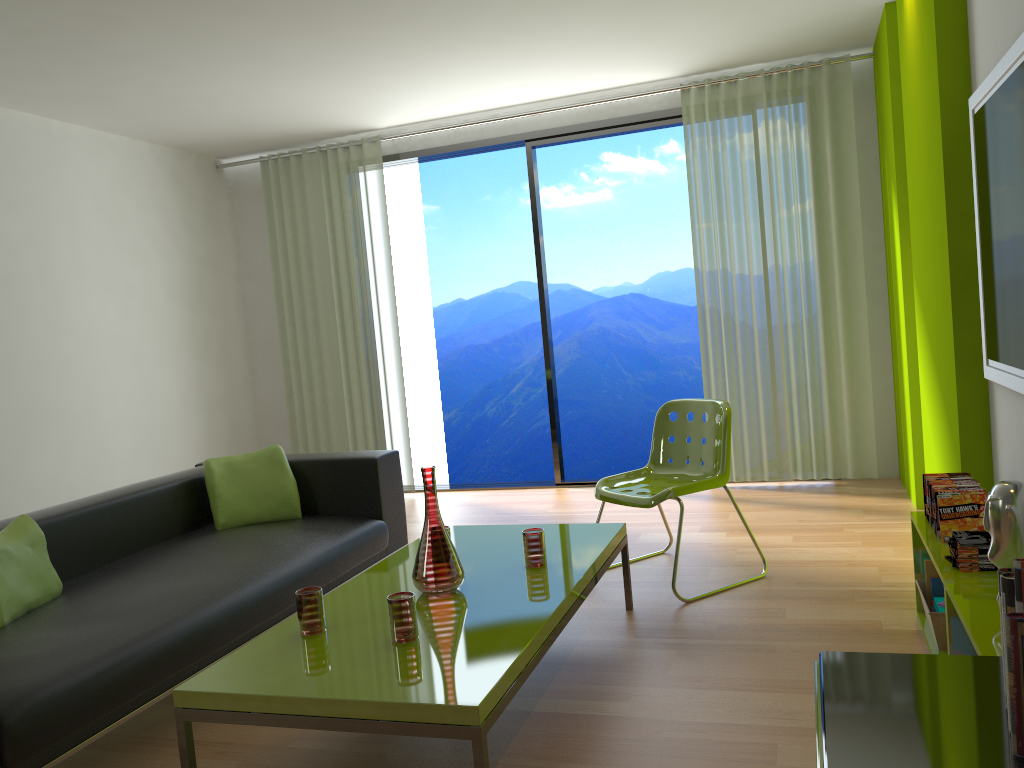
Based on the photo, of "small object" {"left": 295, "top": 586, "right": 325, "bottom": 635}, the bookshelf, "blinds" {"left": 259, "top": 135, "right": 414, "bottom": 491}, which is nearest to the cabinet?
the bookshelf

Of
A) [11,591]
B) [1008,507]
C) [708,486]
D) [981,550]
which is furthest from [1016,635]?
[11,591]

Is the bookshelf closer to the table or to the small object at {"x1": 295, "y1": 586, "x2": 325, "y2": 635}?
the table

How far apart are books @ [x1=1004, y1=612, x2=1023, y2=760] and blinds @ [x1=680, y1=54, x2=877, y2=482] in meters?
4.6 m

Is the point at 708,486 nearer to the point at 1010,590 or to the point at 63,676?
the point at 63,676

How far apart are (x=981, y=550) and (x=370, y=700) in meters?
1.7

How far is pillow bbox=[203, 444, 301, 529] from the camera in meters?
4.0 m

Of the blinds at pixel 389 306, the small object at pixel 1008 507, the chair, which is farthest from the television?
the blinds at pixel 389 306

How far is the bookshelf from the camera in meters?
2.0

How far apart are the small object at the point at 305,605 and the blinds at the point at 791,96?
3.7 meters
